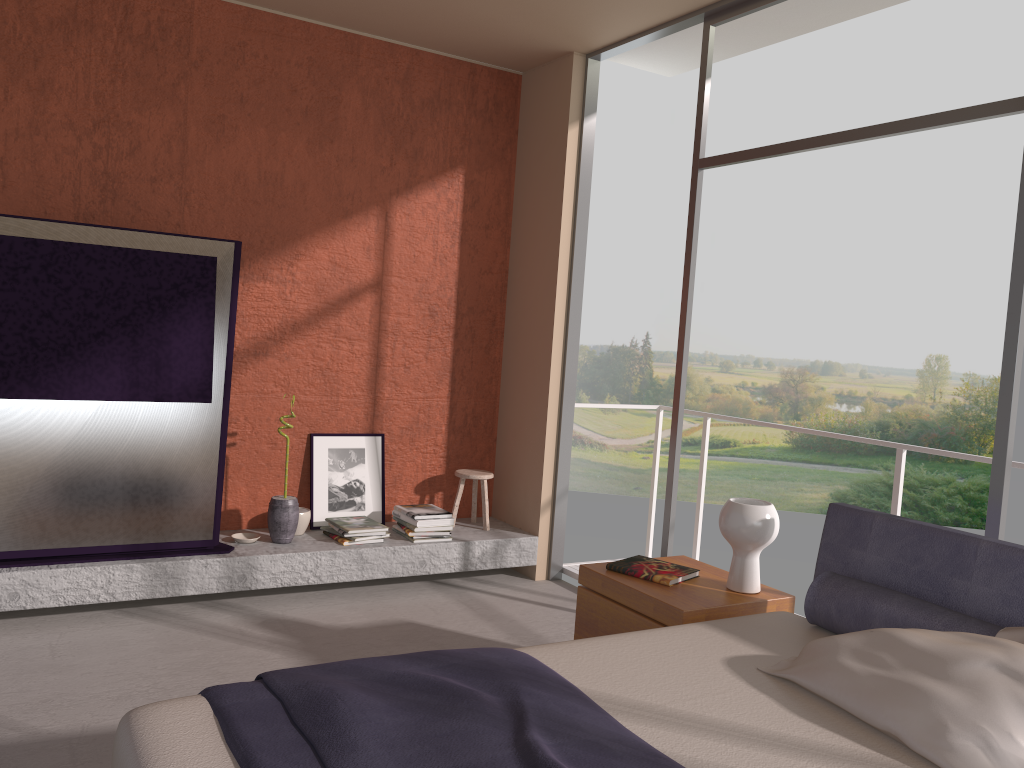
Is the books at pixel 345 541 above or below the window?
below

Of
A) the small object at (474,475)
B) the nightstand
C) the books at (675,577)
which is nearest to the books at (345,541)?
the small object at (474,475)

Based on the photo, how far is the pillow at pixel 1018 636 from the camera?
2.39m

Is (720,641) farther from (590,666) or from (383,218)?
(383,218)

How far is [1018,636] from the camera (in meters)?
2.39

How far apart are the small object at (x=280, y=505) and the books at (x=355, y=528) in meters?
0.3

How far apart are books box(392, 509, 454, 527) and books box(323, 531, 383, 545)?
0.40m

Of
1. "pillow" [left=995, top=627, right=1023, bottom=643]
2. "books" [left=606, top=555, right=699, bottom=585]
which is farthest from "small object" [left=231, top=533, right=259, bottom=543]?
"pillow" [left=995, top=627, right=1023, bottom=643]

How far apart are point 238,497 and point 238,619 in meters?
0.9

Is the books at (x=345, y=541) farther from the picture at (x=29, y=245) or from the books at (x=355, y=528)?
the picture at (x=29, y=245)
